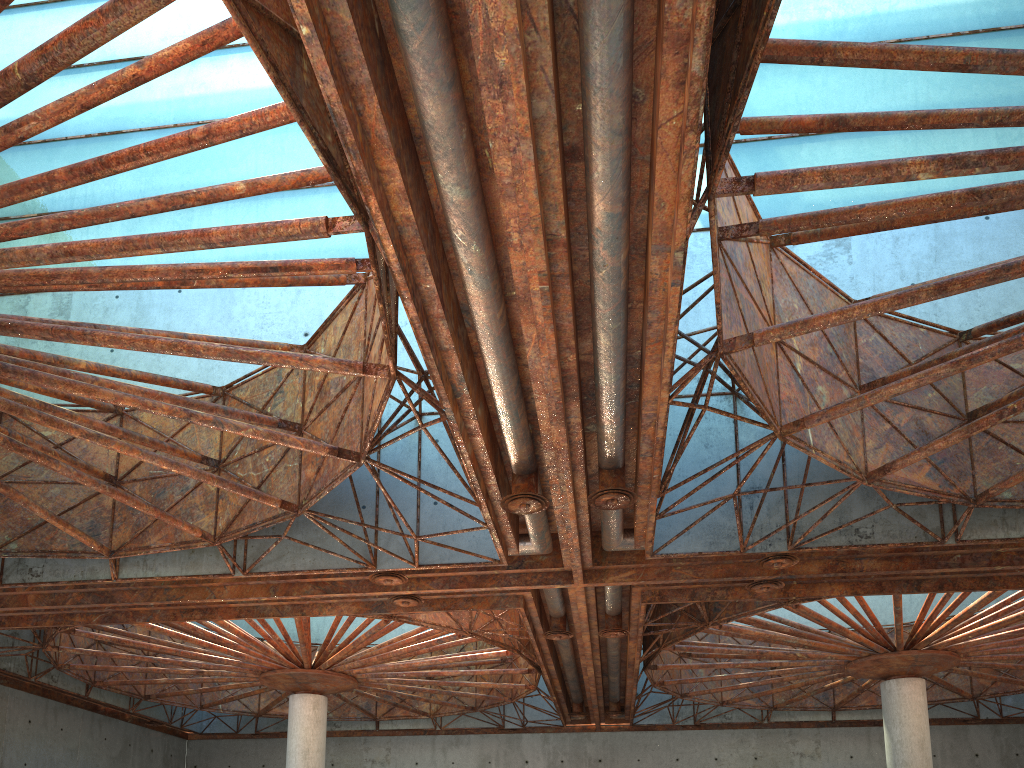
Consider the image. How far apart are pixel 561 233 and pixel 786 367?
9.37m
